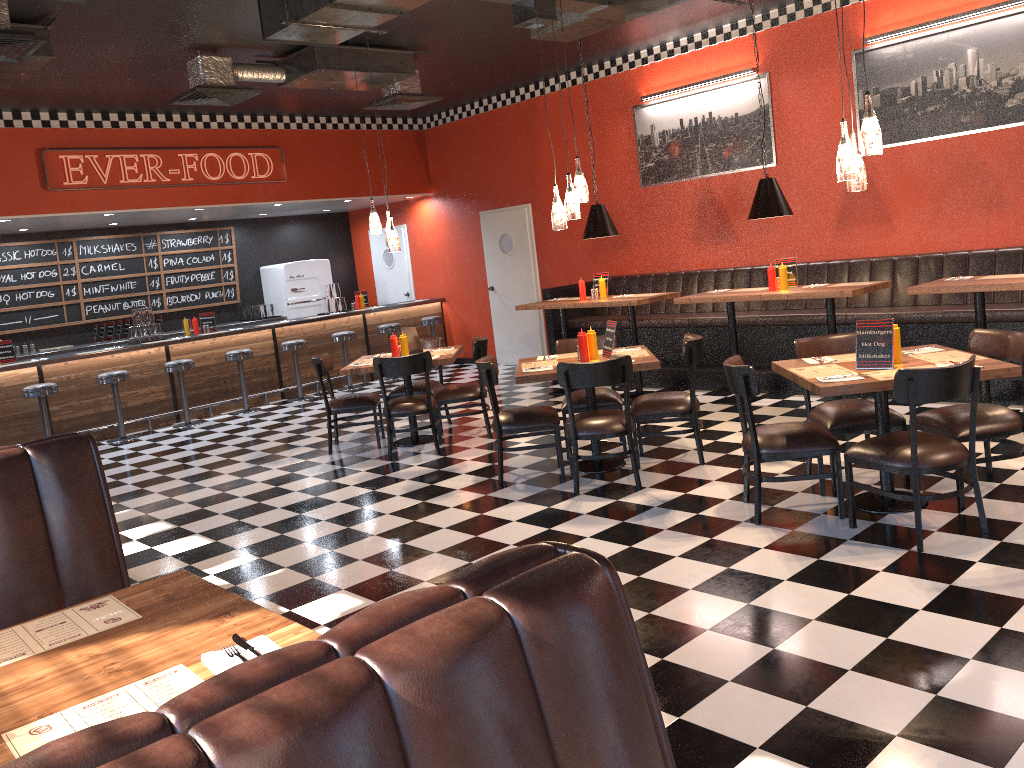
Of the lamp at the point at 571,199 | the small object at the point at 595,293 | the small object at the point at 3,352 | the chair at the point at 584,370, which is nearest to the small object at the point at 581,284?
the small object at the point at 595,293

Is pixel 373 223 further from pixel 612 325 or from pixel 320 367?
pixel 612 325

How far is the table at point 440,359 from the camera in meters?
7.4

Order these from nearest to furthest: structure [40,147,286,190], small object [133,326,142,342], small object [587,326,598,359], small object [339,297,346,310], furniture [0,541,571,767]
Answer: furniture [0,541,571,767], small object [587,326,598,359], structure [40,147,286,190], small object [133,326,142,342], small object [339,297,346,310]

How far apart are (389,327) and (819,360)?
8.0m

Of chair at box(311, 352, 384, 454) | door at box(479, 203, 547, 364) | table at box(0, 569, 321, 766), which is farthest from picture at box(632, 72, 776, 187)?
table at box(0, 569, 321, 766)

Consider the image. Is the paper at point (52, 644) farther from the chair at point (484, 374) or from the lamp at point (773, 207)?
the lamp at point (773, 207)

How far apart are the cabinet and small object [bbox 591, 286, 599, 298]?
6.29m

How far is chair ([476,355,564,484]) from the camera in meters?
6.1

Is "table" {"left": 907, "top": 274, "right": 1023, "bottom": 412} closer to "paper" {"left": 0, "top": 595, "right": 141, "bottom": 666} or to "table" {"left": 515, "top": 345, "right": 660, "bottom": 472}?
"table" {"left": 515, "top": 345, "right": 660, "bottom": 472}
